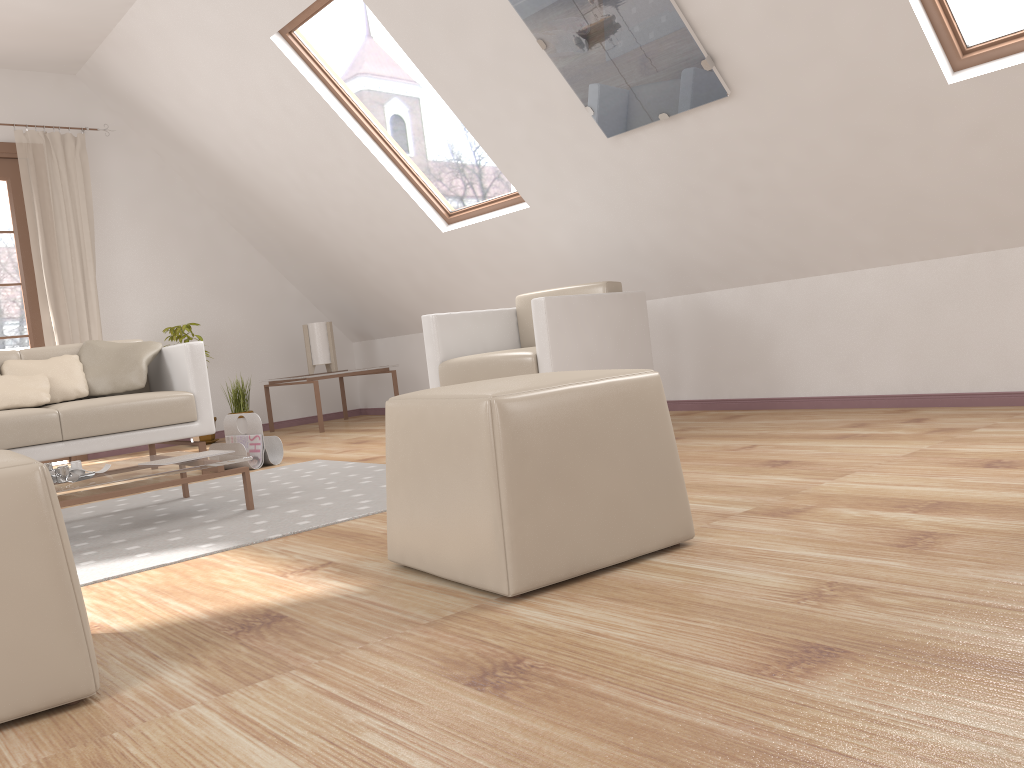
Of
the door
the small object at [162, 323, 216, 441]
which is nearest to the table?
the small object at [162, 323, 216, 441]

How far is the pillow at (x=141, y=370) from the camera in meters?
4.2 m

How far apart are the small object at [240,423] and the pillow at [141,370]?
1.7 meters

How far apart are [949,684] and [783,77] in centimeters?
269cm

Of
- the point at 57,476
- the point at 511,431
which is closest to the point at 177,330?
the point at 57,476

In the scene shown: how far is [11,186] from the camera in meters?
5.8 m

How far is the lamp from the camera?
6.5m

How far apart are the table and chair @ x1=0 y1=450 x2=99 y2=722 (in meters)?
1.23

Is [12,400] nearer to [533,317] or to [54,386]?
[54,386]

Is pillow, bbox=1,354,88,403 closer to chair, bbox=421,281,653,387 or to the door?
chair, bbox=421,281,653,387
